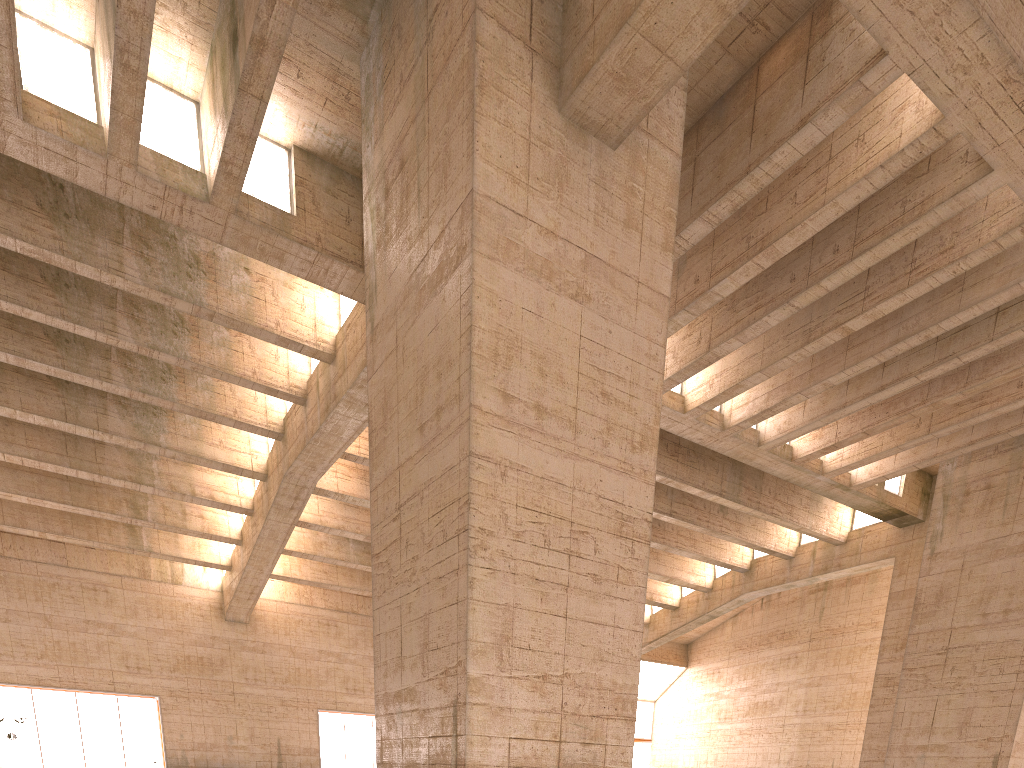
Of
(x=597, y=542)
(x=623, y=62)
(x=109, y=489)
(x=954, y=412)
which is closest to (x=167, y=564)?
(x=109, y=489)
